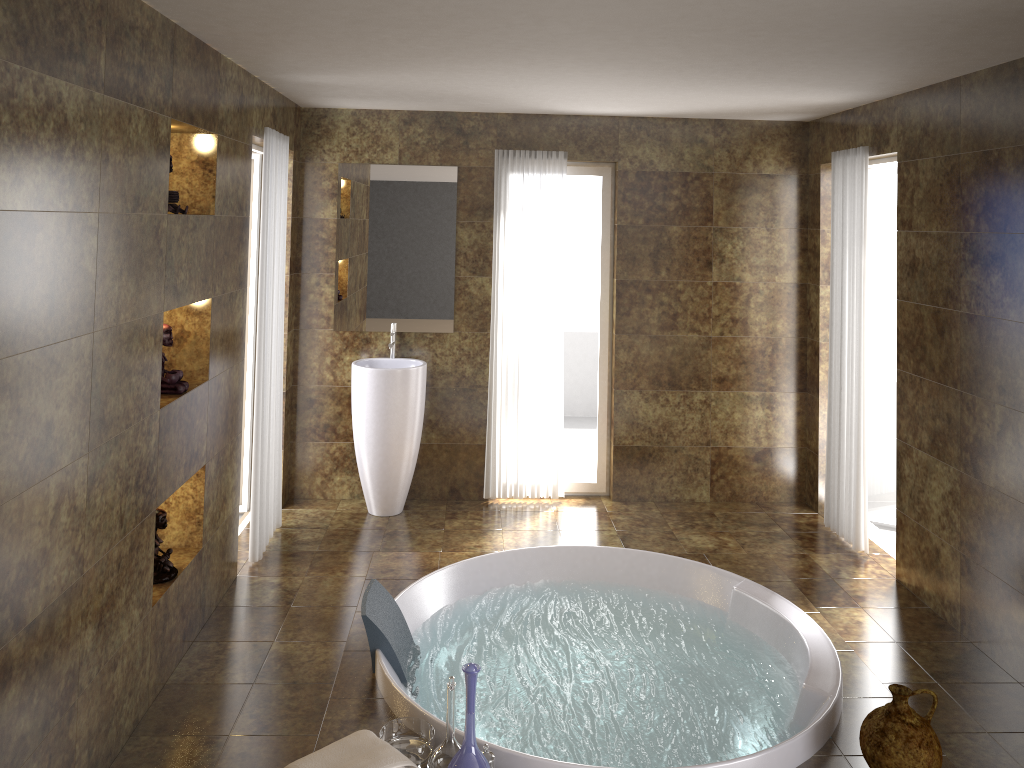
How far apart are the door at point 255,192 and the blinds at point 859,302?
3.4m

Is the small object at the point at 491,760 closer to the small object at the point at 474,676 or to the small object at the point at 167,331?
the small object at the point at 474,676

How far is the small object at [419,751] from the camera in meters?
2.9

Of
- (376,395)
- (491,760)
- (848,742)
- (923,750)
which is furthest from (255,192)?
(923,750)

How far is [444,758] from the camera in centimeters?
279cm

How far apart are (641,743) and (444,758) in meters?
0.8 m

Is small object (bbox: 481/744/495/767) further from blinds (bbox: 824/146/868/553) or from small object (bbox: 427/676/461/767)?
blinds (bbox: 824/146/868/553)

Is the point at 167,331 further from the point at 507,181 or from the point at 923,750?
the point at 923,750

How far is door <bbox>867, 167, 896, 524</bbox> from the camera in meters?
5.3 m

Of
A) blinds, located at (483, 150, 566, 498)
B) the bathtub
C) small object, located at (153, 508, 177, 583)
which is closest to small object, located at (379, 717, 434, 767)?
the bathtub
